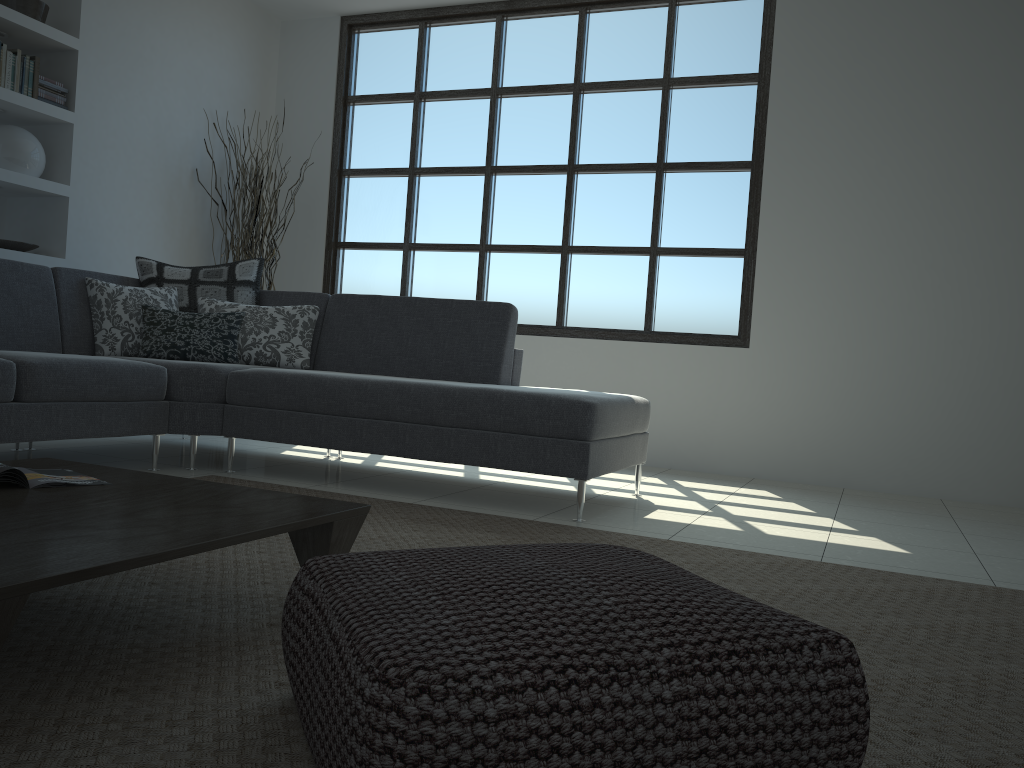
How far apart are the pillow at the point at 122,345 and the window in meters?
2.0

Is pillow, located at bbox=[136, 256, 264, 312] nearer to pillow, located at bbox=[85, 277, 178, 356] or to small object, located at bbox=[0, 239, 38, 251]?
pillow, located at bbox=[85, 277, 178, 356]

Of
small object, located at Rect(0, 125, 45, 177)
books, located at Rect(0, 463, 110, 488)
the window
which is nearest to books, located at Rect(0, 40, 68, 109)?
small object, located at Rect(0, 125, 45, 177)

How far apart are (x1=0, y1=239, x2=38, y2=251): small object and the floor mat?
2.26m

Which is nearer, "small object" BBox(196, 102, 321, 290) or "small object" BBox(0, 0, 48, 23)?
"small object" BBox(0, 0, 48, 23)

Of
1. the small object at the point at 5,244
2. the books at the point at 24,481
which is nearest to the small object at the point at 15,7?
the small object at the point at 5,244

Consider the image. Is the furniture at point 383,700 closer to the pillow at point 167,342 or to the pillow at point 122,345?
the pillow at point 167,342

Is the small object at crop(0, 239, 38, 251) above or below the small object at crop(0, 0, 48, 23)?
below

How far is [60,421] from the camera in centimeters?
332cm

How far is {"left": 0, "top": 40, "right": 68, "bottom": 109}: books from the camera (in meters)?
4.64
